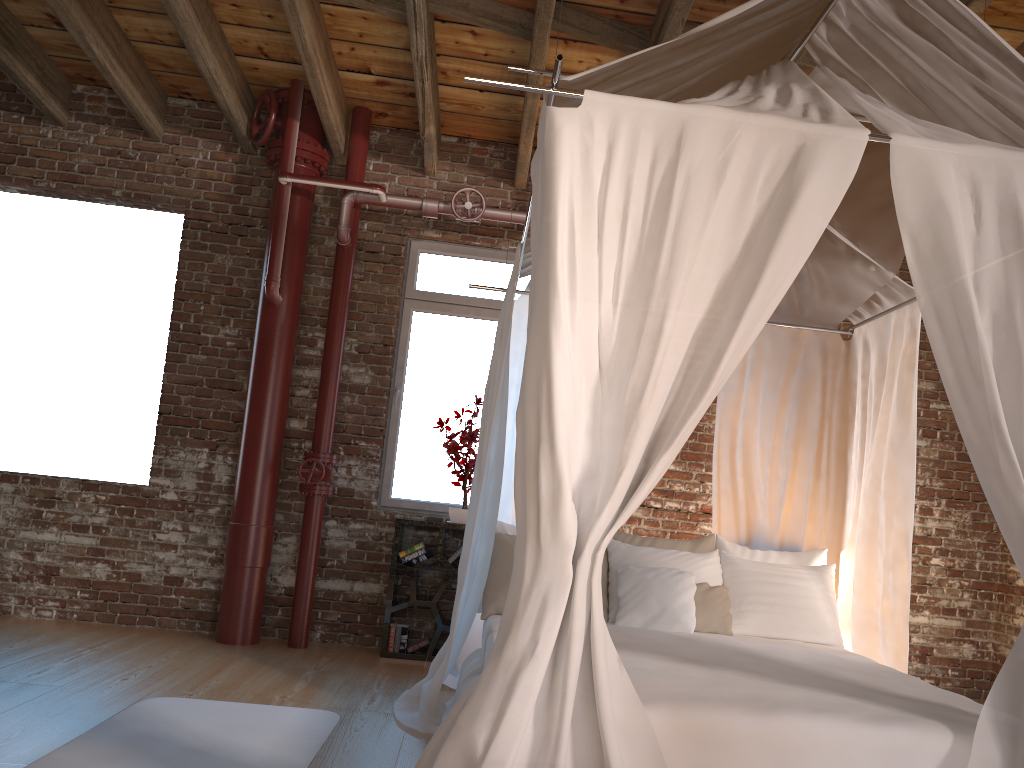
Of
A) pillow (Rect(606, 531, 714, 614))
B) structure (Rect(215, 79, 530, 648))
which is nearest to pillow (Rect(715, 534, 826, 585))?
pillow (Rect(606, 531, 714, 614))

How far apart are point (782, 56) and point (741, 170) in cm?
99

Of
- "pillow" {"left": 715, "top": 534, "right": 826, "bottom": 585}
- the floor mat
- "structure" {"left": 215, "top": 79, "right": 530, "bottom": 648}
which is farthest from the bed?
"structure" {"left": 215, "top": 79, "right": 530, "bottom": 648}

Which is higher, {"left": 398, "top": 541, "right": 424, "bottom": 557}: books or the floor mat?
{"left": 398, "top": 541, "right": 424, "bottom": 557}: books

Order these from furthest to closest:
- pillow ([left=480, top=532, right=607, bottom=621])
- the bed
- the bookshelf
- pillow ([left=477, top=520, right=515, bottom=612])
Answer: the bookshelf
pillow ([left=477, top=520, right=515, bottom=612])
pillow ([left=480, top=532, right=607, bottom=621])
the bed

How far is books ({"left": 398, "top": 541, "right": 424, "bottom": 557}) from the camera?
5.36m

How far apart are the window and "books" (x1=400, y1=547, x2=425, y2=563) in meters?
0.4

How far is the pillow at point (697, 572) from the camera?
4.18m

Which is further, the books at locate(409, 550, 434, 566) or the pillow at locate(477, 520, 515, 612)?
the books at locate(409, 550, 434, 566)

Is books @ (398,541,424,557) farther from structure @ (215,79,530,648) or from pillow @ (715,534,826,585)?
pillow @ (715,534,826,585)
